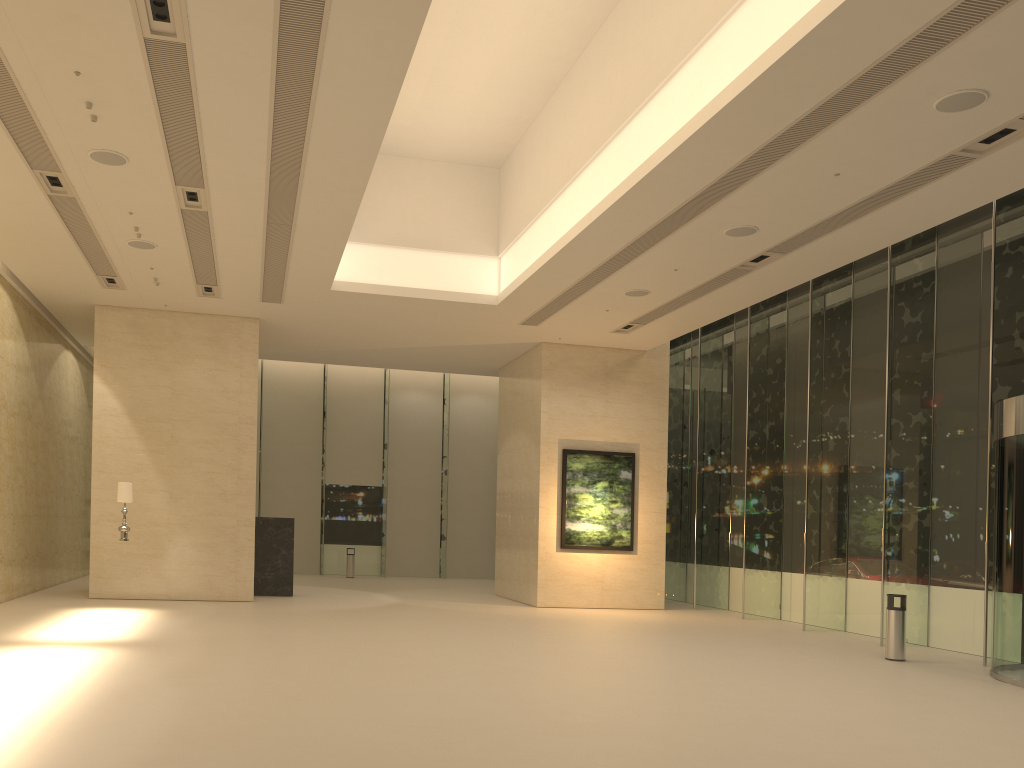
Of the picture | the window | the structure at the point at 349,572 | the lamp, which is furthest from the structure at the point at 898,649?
the structure at the point at 349,572

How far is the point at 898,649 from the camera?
12.7m

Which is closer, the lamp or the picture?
the lamp

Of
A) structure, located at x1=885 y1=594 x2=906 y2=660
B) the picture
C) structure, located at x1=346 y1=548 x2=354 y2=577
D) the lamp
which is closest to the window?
structure, located at x1=885 y1=594 x2=906 y2=660

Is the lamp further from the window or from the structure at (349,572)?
the structure at (349,572)

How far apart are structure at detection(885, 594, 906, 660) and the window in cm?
110

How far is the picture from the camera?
19.5 meters

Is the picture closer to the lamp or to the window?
the window

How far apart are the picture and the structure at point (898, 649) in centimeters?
752cm

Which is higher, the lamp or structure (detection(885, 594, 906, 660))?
the lamp
